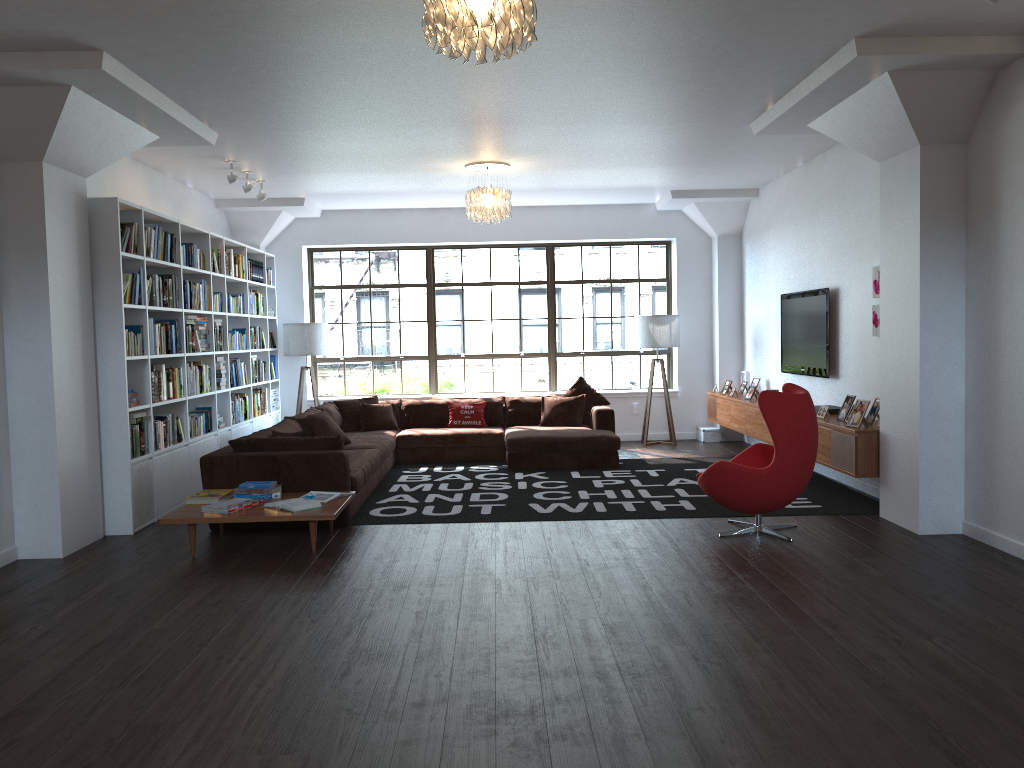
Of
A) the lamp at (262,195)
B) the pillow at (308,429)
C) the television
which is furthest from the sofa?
the lamp at (262,195)

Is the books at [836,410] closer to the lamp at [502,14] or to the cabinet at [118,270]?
the lamp at [502,14]

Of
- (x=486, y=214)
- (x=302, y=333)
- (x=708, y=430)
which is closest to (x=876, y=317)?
(x=486, y=214)

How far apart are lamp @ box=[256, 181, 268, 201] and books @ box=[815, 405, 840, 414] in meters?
5.8

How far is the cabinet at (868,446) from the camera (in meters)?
6.47

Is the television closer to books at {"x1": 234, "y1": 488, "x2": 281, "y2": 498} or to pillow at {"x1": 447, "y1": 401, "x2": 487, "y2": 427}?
pillow at {"x1": 447, "y1": 401, "x2": 487, "y2": 427}

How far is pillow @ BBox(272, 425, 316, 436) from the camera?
6.81m

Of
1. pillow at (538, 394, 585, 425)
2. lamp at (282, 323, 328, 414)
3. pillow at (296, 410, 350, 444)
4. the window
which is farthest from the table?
the window

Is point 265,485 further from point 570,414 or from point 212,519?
point 570,414

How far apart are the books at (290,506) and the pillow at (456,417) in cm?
421
